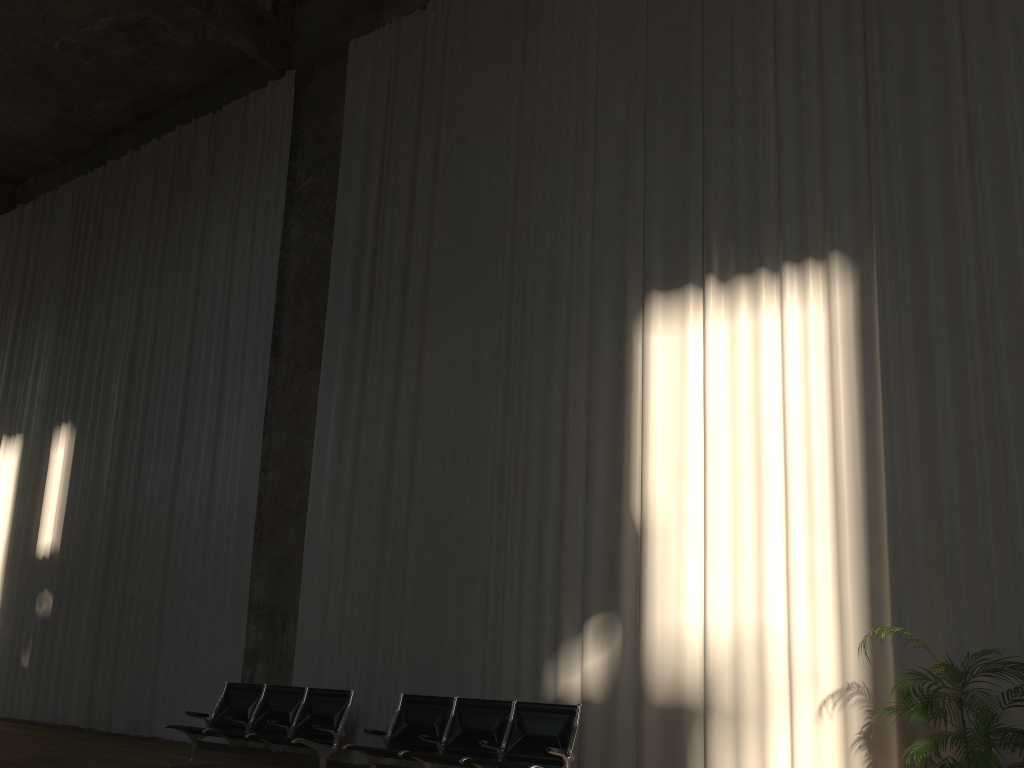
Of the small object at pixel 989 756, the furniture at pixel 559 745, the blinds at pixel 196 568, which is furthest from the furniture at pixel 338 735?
the small object at pixel 989 756

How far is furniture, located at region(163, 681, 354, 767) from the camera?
7.6 meters

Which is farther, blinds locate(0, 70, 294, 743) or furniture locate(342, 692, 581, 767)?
blinds locate(0, 70, 294, 743)

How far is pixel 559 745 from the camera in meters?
6.4

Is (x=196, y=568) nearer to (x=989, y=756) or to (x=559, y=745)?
(x=559, y=745)

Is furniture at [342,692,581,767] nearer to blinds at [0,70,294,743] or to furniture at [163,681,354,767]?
furniture at [163,681,354,767]

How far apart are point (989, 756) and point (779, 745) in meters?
1.9

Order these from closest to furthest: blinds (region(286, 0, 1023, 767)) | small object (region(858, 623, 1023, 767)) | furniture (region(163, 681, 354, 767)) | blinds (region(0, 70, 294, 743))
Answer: small object (region(858, 623, 1023, 767)) → blinds (region(286, 0, 1023, 767)) → furniture (region(163, 681, 354, 767)) → blinds (region(0, 70, 294, 743))

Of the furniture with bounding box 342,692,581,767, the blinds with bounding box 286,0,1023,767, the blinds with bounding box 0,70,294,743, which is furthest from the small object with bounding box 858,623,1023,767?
the blinds with bounding box 0,70,294,743

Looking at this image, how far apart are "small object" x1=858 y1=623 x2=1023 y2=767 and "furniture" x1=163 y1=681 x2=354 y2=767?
4.6 meters
